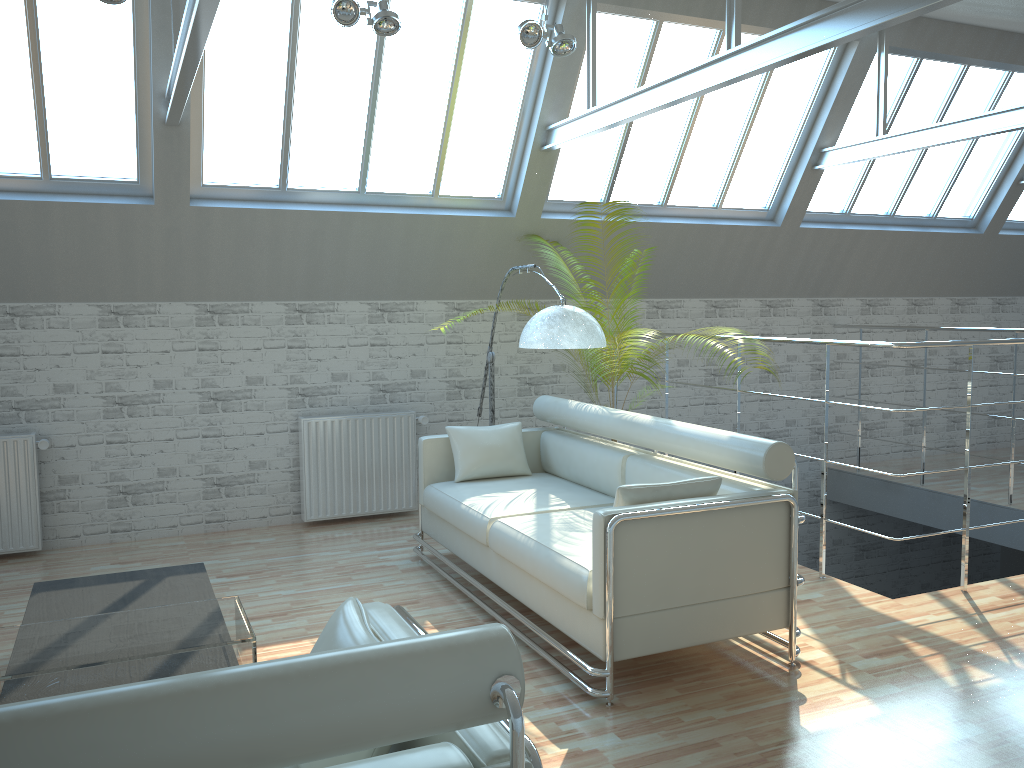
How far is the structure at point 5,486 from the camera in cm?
1135

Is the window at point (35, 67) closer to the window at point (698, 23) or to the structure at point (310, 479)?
the structure at point (310, 479)

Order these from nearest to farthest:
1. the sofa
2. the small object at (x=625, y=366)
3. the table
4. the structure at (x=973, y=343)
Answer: the table
the sofa
the structure at (x=973, y=343)
the small object at (x=625, y=366)

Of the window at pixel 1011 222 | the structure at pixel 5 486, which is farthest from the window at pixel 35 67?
the window at pixel 1011 222

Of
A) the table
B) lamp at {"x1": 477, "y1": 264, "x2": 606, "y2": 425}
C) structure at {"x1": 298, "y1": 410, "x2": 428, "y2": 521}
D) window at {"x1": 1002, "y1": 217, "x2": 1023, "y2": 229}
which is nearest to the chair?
the table

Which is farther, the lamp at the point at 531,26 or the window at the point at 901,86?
the window at the point at 901,86

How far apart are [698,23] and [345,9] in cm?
557

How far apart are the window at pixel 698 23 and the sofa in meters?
3.6

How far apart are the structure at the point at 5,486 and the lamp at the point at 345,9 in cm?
647

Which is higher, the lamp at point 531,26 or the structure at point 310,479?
the lamp at point 531,26
